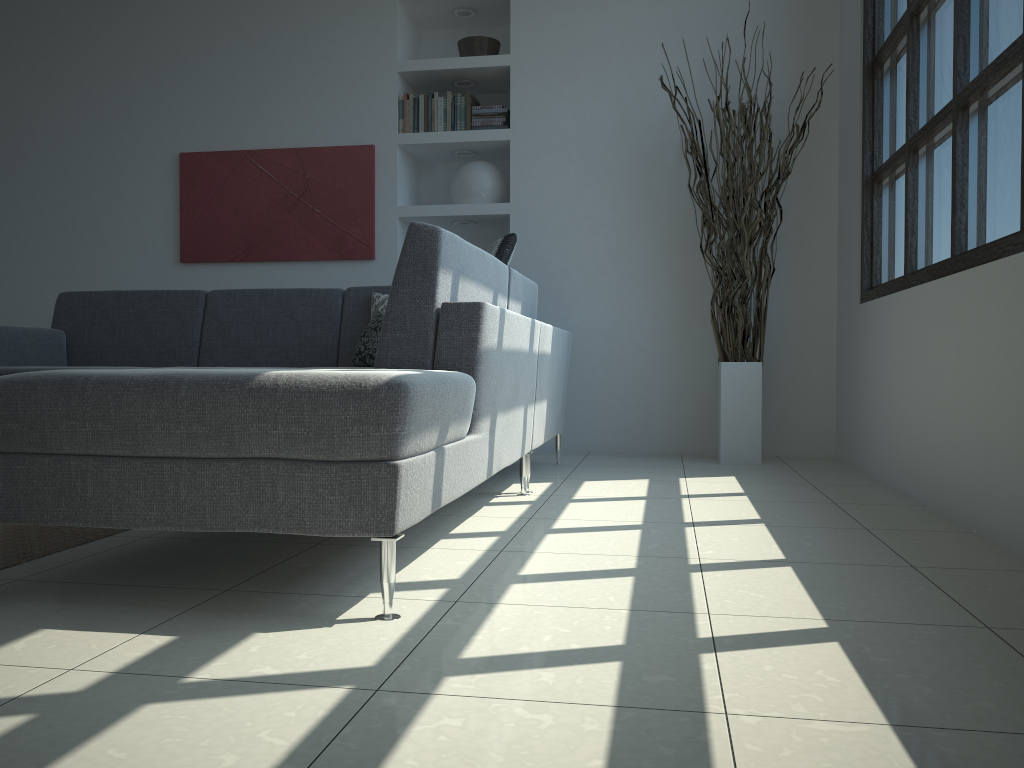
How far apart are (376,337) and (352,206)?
1.6m

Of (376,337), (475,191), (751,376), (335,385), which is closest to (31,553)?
(335,385)

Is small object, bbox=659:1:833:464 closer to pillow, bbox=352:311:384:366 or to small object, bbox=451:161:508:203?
small object, bbox=451:161:508:203

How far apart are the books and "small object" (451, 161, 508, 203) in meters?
0.2 m

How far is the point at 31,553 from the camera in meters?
2.2 m

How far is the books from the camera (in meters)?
5.01

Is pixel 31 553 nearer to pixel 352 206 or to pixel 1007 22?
pixel 1007 22

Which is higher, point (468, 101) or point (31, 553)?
point (468, 101)

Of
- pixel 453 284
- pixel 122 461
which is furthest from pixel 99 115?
pixel 122 461

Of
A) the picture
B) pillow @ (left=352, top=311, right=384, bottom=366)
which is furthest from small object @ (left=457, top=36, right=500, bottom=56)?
pillow @ (left=352, top=311, right=384, bottom=366)
